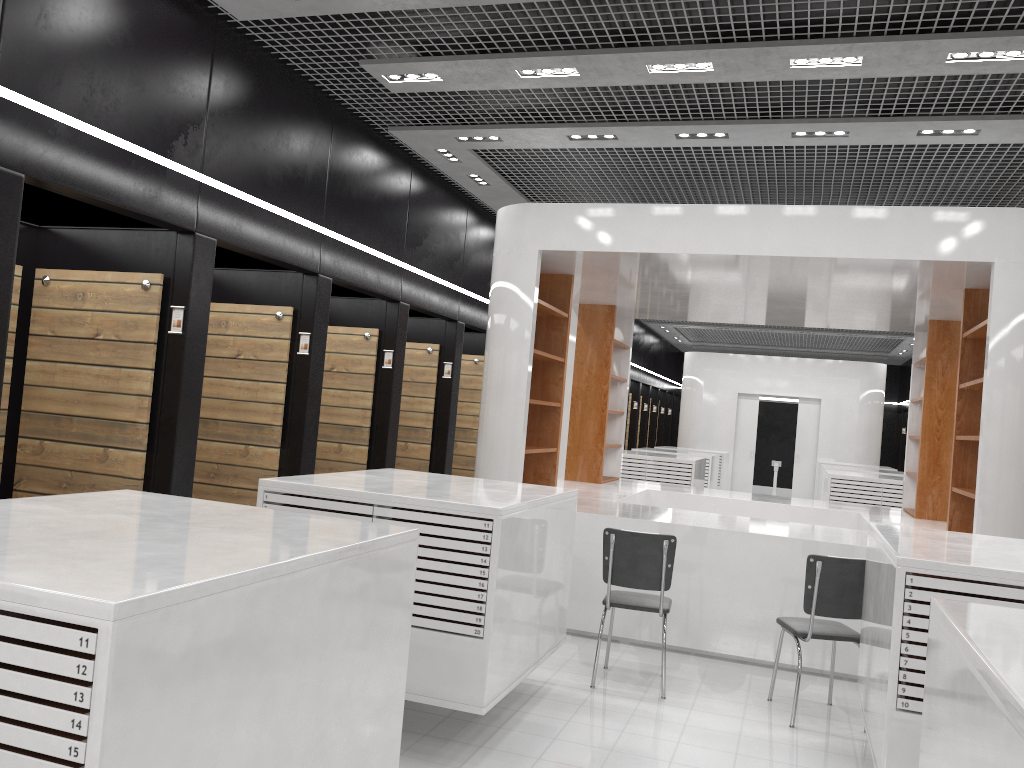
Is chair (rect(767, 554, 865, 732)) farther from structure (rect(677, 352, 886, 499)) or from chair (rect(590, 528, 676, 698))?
structure (rect(677, 352, 886, 499))

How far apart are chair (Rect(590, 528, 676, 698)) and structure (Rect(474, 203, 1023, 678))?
0.7 meters

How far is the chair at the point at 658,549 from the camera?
5.40m

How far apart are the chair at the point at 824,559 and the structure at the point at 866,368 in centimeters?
1405cm

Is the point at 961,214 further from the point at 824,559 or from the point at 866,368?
the point at 866,368

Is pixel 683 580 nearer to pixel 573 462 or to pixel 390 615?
pixel 573 462

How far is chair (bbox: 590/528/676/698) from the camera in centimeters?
540cm

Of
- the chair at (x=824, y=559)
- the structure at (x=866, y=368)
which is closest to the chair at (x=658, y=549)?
the chair at (x=824, y=559)

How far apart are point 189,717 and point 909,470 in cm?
946

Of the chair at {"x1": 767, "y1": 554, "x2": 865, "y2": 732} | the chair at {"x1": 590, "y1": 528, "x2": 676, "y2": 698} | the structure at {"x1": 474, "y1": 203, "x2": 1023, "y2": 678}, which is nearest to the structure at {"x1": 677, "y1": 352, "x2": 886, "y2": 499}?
the structure at {"x1": 474, "y1": 203, "x2": 1023, "y2": 678}
